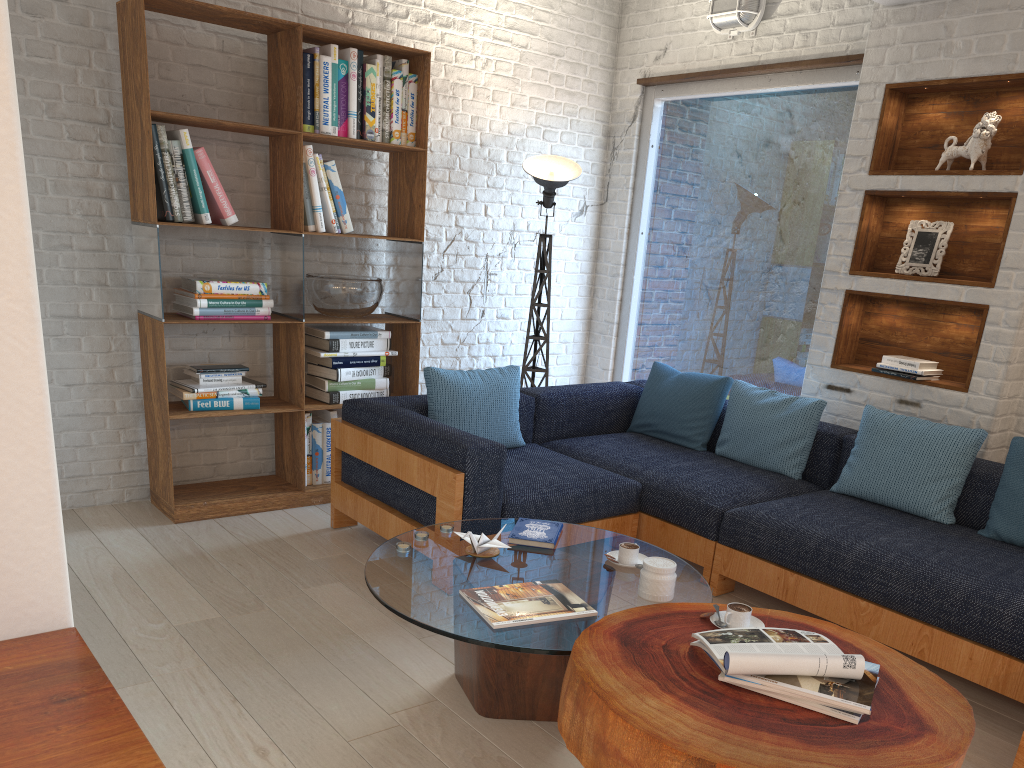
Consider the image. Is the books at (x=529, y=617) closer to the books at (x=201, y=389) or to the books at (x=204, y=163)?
the books at (x=201, y=389)

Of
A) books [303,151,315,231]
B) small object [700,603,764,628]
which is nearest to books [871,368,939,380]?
small object [700,603,764,628]

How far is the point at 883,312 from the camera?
4.3 meters

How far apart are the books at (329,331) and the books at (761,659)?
2.9m

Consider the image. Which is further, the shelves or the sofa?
the shelves

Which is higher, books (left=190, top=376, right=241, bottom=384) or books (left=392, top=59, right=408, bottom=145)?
books (left=392, top=59, right=408, bottom=145)

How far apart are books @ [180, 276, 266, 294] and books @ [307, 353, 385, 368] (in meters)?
0.49

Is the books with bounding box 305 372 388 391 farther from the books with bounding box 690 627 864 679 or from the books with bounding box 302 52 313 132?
the books with bounding box 690 627 864 679

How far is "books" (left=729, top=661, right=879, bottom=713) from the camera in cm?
185

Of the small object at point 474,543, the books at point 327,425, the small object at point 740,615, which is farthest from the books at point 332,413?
the small object at point 740,615
